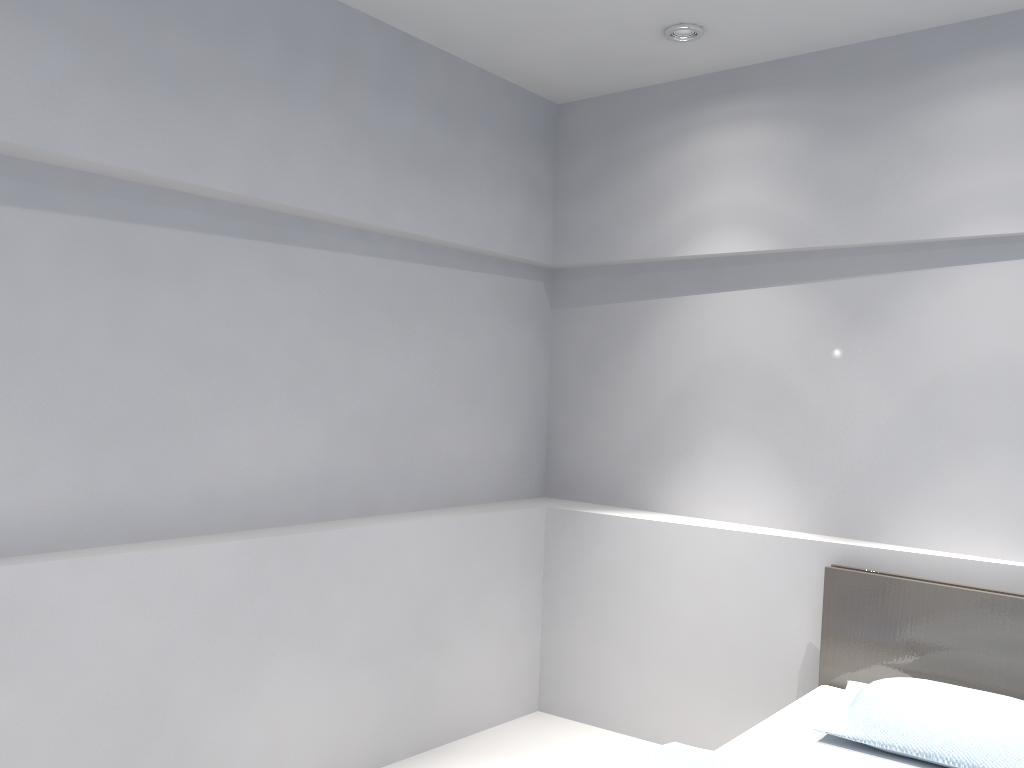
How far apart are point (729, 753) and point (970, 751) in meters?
0.6

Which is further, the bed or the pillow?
the bed

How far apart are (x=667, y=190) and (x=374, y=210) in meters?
1.3 m

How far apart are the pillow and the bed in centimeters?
3cm

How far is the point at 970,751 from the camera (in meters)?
2.36

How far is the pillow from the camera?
2.4m

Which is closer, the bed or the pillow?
the pillow

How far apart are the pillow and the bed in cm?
3

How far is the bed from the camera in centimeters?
247cm
